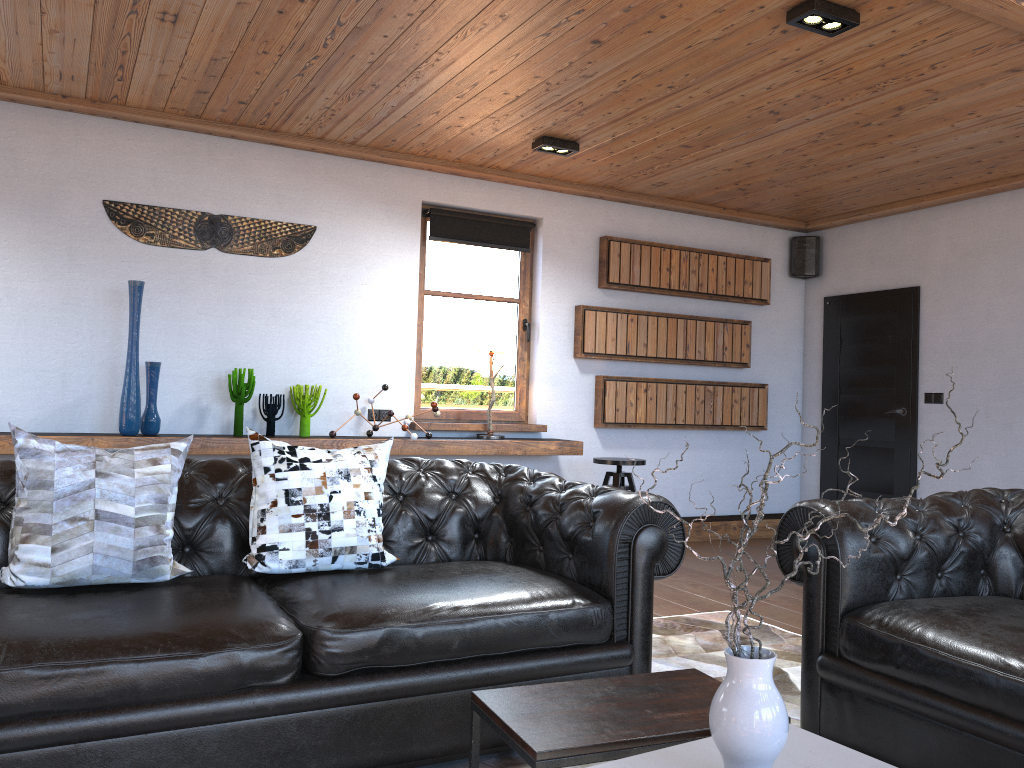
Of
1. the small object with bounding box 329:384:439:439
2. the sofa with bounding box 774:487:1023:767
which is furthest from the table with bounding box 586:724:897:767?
the small object with bounding box 329:384:439:439

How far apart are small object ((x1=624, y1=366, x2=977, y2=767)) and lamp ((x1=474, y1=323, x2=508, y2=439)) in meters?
4.3 m

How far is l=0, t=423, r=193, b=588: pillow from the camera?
2.6 meters

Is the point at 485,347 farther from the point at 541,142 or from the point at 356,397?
the point at 541,142

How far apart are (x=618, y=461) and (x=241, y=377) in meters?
2.5 m

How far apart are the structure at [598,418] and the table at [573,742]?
4.25m

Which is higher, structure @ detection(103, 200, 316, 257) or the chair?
structure @ detection(103, 200, 316, 257)

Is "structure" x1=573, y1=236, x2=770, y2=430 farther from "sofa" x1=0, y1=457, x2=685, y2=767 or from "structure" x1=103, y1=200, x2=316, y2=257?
"sofa" x1=0, y1=457, x2=685, y2=767

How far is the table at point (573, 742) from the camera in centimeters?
188cm

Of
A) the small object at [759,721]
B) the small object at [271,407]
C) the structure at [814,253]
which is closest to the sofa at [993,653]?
the small object at [759,721]
